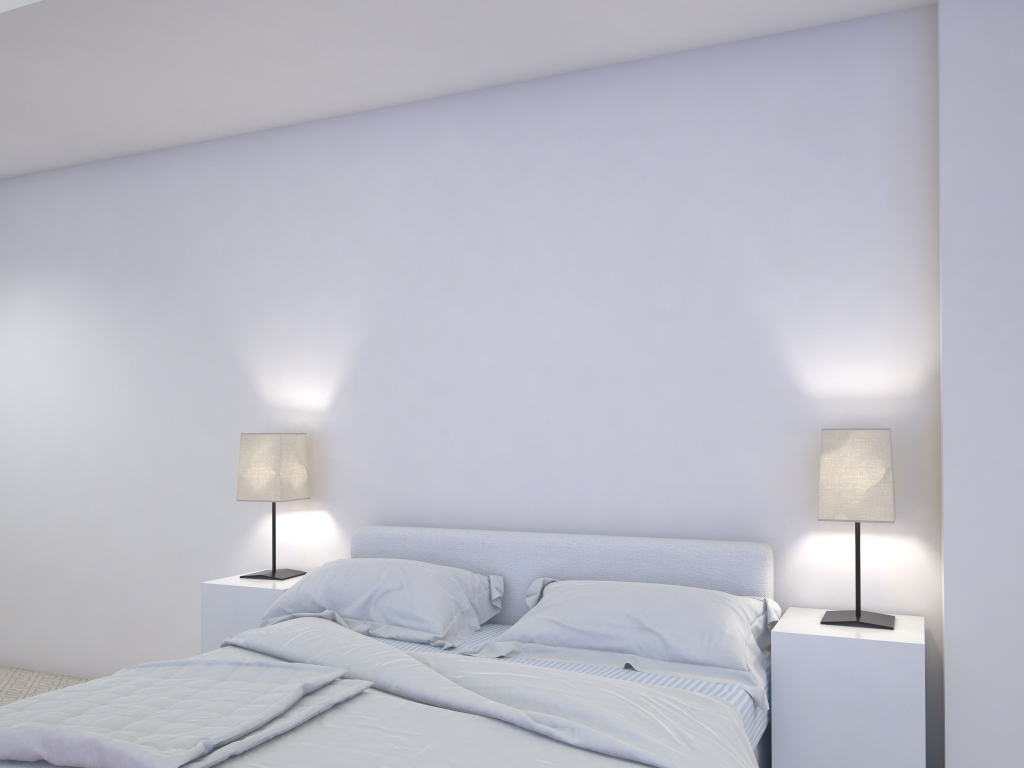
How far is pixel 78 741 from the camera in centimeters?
167cm

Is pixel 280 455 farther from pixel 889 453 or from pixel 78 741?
pixel 889 453

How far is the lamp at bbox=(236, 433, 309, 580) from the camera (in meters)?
3.47

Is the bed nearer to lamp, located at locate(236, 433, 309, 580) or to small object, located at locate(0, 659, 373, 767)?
small object, located at locate(0, 659, 373, 767)

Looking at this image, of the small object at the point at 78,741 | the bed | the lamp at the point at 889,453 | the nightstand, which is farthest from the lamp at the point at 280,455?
the lamp at the point at 889,453

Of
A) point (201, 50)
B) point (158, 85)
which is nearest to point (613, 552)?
point (201, 50)

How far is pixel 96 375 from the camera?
4.3m

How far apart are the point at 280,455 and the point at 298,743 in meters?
1.8

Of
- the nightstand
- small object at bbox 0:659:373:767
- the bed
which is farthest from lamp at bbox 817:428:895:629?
small object at bbox 0:659:373:767

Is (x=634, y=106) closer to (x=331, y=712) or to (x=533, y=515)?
(x=533, y=515)
